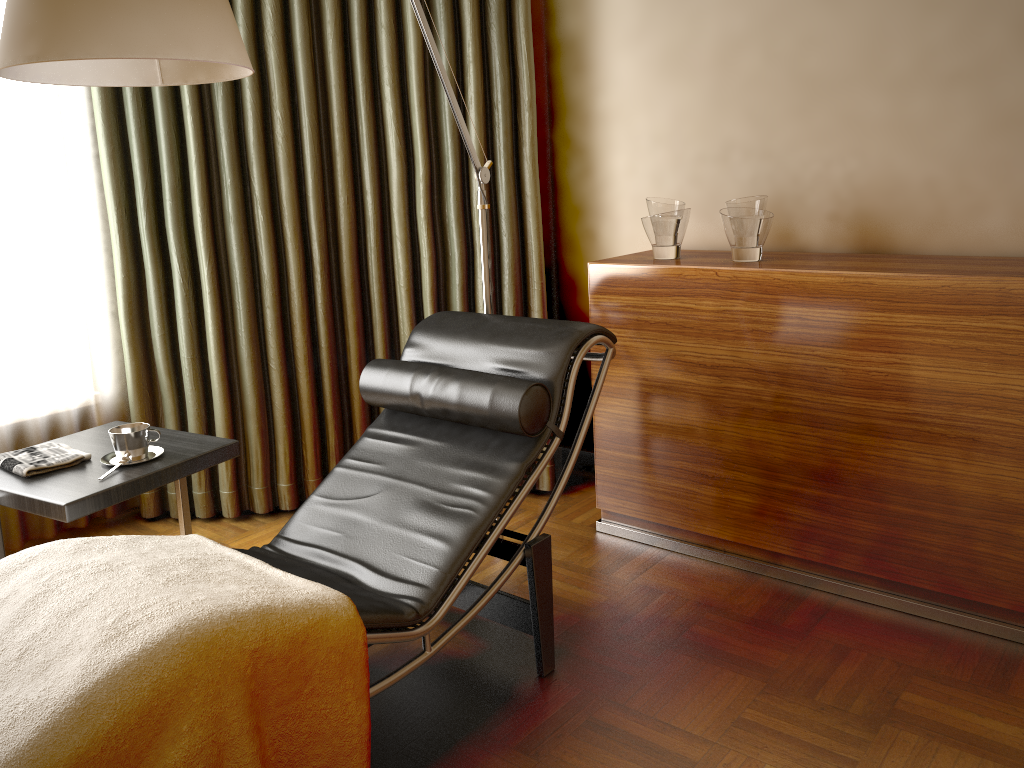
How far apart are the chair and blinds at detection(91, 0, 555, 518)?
0.63m

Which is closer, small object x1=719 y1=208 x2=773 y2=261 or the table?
the table

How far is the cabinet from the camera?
2.1m

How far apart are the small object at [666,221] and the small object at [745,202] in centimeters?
16cm

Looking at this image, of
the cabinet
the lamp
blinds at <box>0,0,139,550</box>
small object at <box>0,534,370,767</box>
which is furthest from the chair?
blinds at <box>0,0,139,550</box>

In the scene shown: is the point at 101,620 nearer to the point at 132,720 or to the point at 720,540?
the point at 132,720

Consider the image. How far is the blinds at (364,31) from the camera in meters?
2.9 m

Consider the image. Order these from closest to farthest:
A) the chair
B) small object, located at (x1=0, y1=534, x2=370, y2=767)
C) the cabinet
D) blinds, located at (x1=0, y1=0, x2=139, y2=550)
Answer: small object, located at (x1=0, y1=534, x2=370, y2=767)
the chair
the cabinet
blinds, located at (x1=0, y1=0, x2=139, y2=550)

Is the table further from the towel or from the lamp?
the lamp

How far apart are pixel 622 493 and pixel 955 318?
1.1 meters
